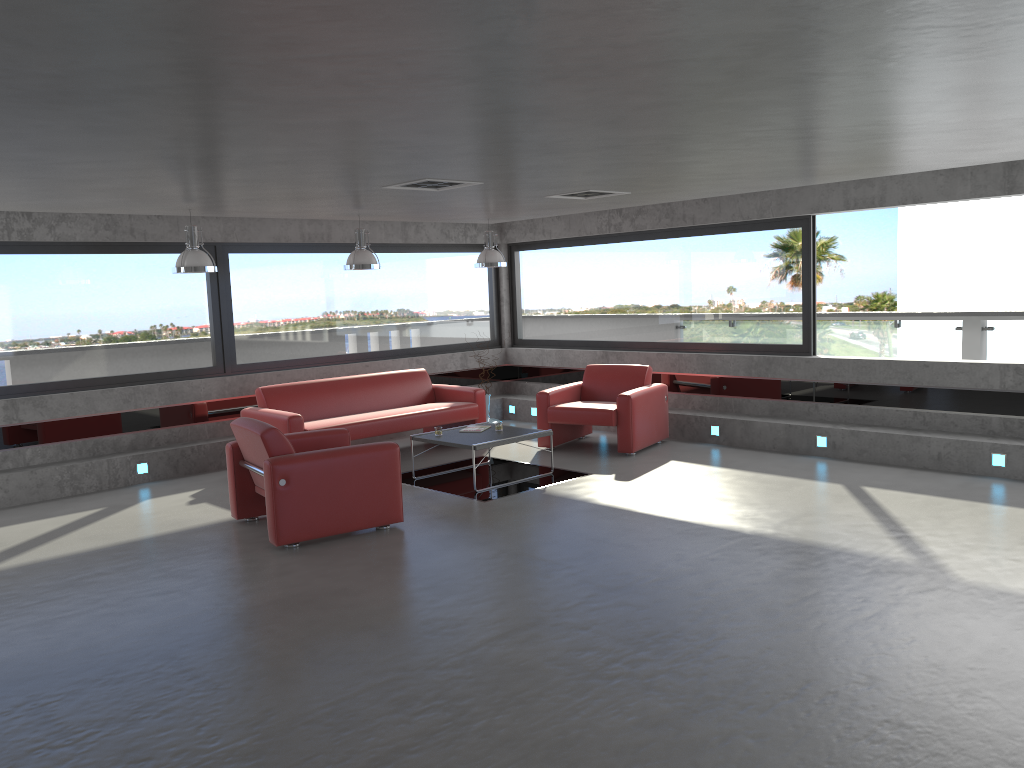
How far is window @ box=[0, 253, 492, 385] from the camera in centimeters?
874cm

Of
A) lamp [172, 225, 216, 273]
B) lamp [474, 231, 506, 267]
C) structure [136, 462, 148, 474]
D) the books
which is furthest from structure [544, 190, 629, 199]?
structure [136, 462, 148, 474]

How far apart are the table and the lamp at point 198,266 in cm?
244

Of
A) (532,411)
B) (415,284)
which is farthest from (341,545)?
(415,284)

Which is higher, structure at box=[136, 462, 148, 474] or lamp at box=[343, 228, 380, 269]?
lamp at box=[343, 228, 380, 269]

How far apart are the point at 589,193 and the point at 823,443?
3.5 meters

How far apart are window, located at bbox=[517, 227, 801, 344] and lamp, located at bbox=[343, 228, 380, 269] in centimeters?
356cm

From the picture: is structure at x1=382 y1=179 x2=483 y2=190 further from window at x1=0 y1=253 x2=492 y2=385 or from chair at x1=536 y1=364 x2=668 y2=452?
window at x1=0 y1=253 x2=492 y2=385

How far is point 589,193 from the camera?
8.1 meters

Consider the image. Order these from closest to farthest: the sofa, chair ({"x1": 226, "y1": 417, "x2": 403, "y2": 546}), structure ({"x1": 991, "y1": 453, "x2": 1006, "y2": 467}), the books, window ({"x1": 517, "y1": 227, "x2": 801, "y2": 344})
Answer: chair ({"x1": 226, "y1": 417, "x2": 403, "y2": 546}) → structure ({"x1": 991, "y1": 453, "x2": 1006, "y2": 467}) → the books → the sofa → window ({"x1": 517, "y1": 227, "x2": 801, "y2": 344})
